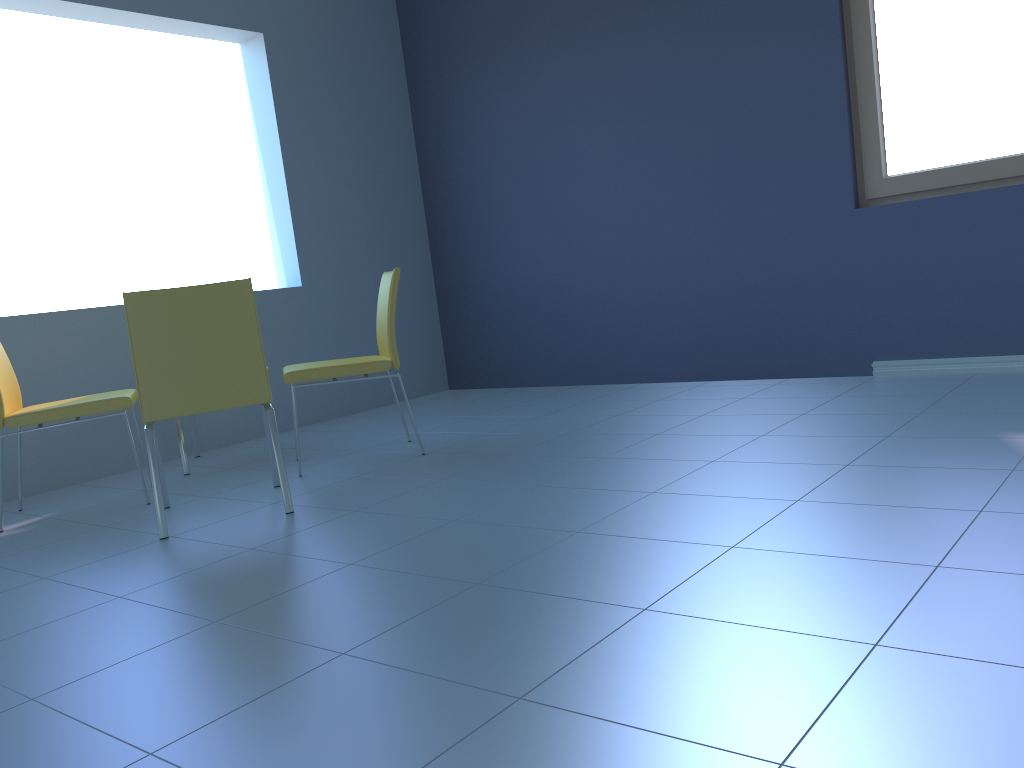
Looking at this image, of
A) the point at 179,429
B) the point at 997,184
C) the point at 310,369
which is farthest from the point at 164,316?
the point at 997,184

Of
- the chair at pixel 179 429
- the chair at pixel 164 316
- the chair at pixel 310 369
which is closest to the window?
the chair at pixel 310 369

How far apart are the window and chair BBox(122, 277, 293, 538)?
2.6 meters

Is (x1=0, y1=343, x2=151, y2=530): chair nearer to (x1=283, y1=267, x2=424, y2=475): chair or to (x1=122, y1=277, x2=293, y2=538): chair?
(x1=122, y1=277, x2=293, y2=538): chair

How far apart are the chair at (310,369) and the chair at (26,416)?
0.51m

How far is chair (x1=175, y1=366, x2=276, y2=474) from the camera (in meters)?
3.52

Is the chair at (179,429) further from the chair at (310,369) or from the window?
the window

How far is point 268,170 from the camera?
4.6m

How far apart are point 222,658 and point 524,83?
3.8m

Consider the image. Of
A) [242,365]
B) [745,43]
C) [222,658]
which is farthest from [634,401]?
[222,658]
